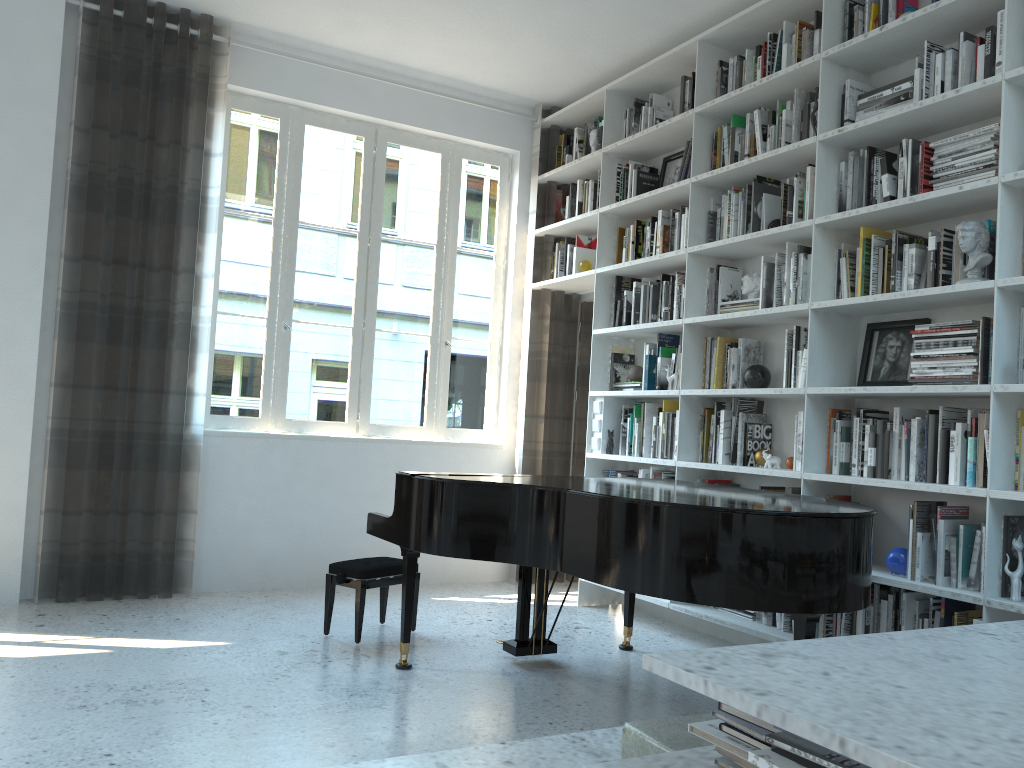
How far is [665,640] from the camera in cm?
447

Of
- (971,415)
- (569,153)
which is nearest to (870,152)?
(971,415)

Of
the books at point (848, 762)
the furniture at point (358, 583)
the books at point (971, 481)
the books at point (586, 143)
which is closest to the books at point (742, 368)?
the books at point (971, 481)

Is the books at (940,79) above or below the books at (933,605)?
above

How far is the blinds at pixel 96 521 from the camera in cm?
464

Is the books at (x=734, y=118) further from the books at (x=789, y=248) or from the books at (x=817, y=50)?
the books at (x=789, y=248)

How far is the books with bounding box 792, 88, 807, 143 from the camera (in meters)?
4.15

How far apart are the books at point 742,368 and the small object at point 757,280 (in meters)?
0.24

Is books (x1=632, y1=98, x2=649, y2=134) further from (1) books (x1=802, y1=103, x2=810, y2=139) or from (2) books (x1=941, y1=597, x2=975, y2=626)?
(2) books (x1=941, y1=597, x2=975, y2=626)

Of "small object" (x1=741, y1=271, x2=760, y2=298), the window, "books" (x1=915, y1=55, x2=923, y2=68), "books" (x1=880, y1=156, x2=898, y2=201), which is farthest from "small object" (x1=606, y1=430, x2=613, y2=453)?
"books" (x1=915, y1=55, x2=923, y2=68)
